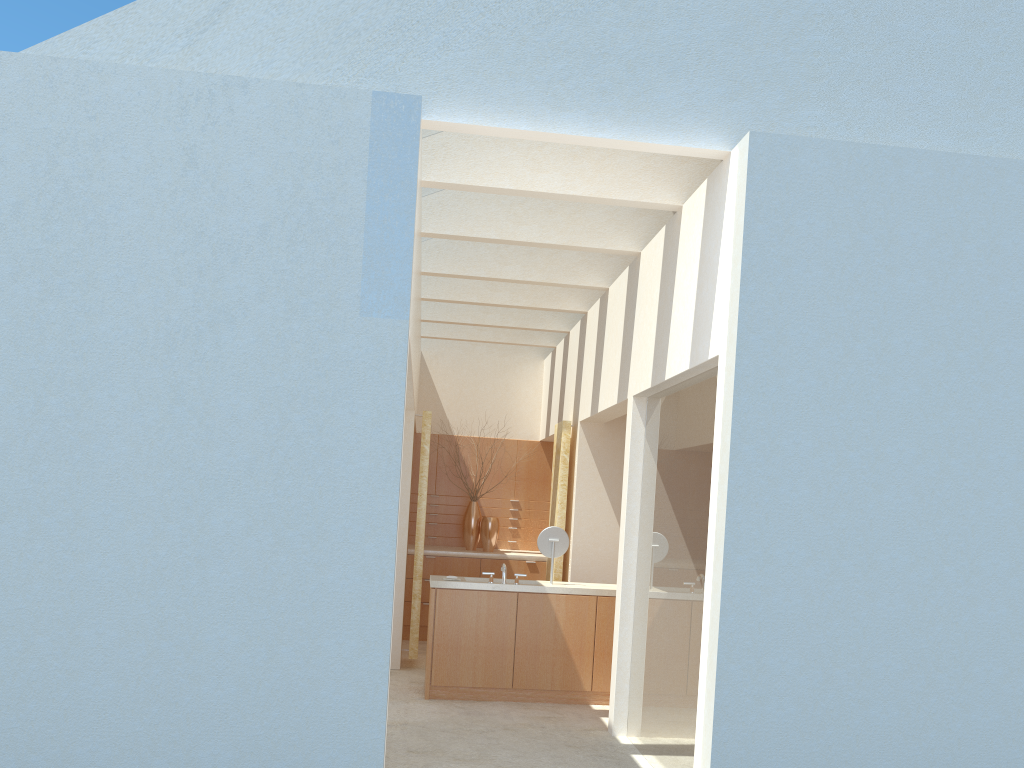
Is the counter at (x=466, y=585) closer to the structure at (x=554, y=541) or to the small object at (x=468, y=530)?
the structure at (x=554, y=541)

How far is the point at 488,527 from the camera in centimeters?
2394cm

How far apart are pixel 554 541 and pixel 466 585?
2.0 meters

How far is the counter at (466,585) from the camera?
16.4m

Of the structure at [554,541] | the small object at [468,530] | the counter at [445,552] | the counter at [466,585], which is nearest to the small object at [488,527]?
the counter at [445,552]

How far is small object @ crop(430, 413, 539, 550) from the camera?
24.2m

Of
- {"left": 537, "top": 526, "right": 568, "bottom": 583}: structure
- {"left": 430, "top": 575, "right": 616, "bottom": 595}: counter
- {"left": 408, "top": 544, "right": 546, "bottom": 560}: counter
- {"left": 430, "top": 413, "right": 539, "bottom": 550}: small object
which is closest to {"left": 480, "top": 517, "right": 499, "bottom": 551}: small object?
{"left": 408, "top": 544, "right": 546, "bottom": 560}: counter

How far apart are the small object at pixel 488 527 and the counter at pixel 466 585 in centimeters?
638cm

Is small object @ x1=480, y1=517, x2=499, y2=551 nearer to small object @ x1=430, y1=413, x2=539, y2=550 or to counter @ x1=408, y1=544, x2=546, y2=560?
counter @ x1=408, y1=544, x2=546, y2=560

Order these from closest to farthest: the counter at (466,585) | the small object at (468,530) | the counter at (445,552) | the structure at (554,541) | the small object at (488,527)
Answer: the counter at (466,585) → the structure at (554,541) → the counter at (445,552) → the small object at (488,527) → the small object at (468,530)
